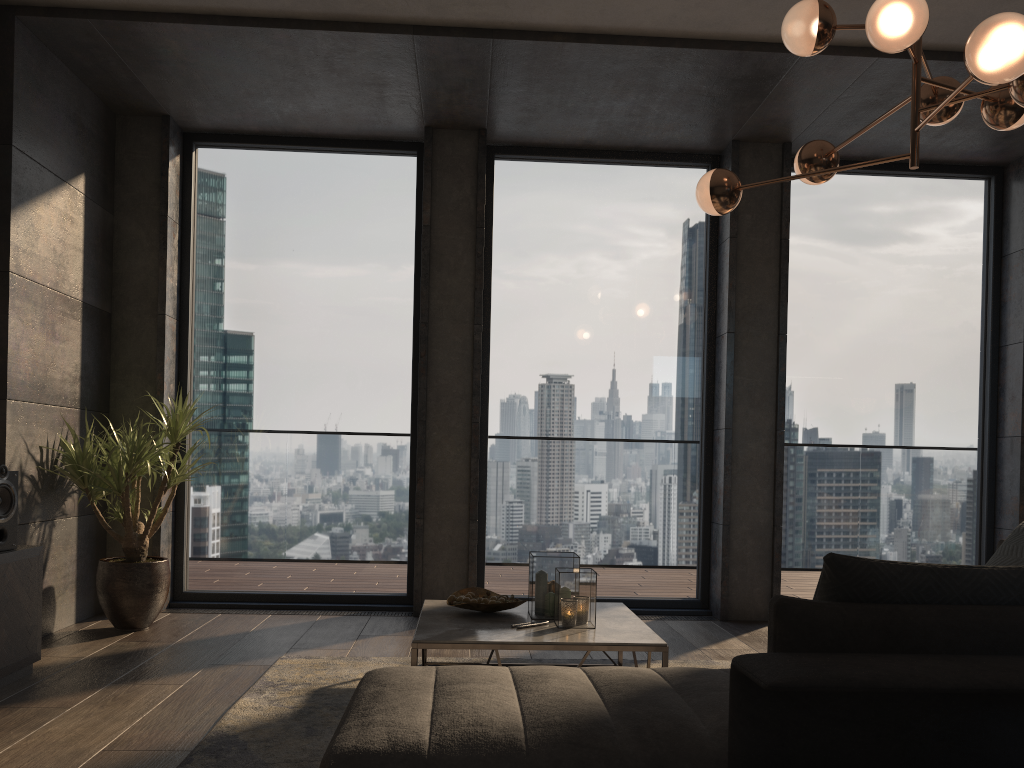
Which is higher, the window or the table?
the window

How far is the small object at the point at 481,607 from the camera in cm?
357

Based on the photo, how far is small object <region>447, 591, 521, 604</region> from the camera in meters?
3.6 m

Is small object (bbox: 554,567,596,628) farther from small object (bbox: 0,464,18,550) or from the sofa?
small object (bbox: 0,464,18,550)

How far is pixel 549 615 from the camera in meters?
3.6

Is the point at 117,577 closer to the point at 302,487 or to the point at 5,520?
the point at 5,520

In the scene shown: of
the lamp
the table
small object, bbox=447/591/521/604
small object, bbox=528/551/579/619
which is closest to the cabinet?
the table

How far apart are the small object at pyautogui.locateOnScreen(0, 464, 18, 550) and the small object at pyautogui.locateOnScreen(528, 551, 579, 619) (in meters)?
2.13

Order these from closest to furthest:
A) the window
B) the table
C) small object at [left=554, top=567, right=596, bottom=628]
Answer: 1. the table
2. small object at [left=554, top=567, right=596, bottom=628]
3. the window

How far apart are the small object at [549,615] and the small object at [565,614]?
0.0m
